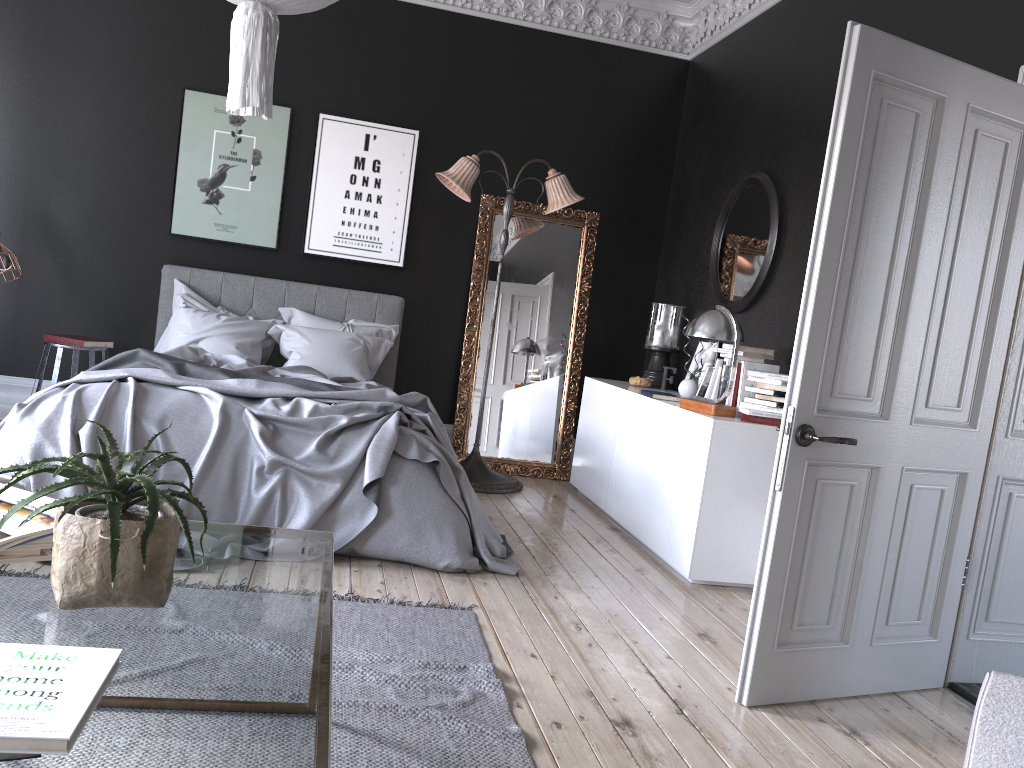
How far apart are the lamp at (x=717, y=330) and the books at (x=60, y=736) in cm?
370

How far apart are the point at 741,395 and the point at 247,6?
3.2 meters

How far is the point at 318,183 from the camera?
6.79m

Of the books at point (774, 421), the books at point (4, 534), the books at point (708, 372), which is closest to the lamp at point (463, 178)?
the books at point (708, 372)

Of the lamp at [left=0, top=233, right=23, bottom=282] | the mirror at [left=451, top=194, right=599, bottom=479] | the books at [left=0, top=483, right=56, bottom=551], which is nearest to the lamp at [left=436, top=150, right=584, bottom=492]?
the mirror at [left=451, top=194, right=599, bottom=479]

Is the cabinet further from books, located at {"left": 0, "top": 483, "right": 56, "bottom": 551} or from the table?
books, located at {"left": 0, "top": 483, "right": 56, "bottom": 551}

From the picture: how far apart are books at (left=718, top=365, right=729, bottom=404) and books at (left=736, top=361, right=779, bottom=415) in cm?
18

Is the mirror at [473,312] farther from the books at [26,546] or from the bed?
the books at [26,546]

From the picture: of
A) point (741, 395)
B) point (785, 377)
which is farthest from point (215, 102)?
point (785, 377)

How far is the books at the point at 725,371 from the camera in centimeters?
509cm
